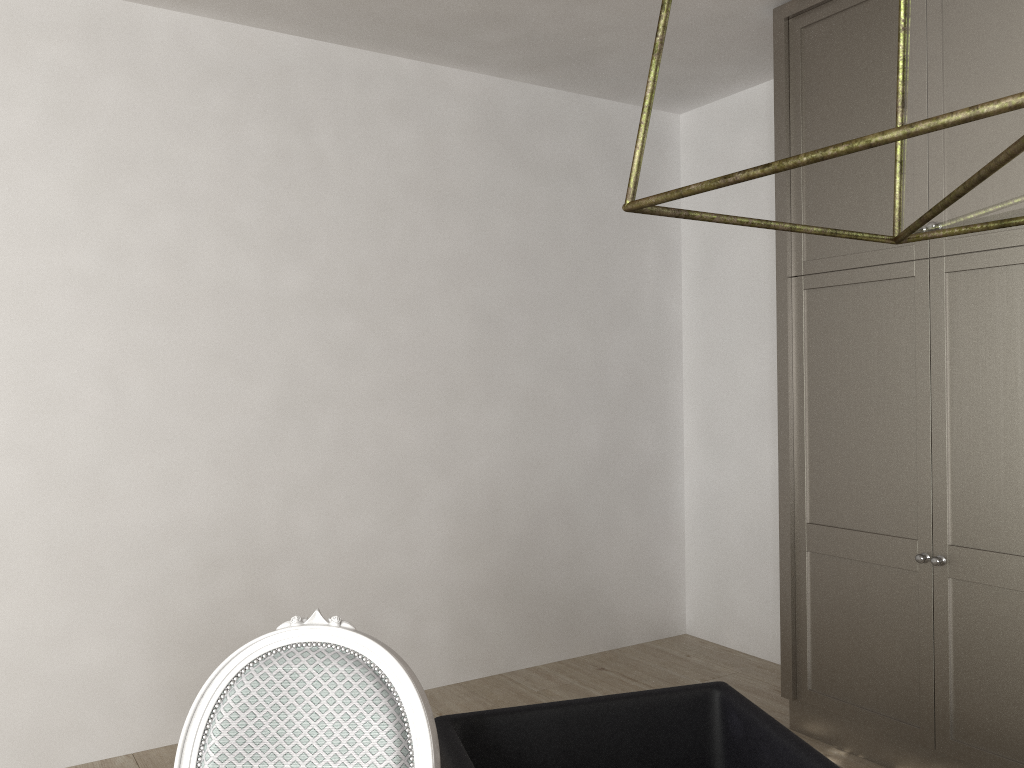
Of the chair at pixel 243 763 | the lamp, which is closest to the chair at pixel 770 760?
the chair at pixel 243 763

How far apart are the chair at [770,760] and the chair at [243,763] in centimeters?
18cm

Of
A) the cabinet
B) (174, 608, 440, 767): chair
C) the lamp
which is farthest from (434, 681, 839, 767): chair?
the cabinet

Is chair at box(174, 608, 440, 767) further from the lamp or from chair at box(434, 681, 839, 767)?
the lamp

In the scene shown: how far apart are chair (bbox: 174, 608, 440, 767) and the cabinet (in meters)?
1.78

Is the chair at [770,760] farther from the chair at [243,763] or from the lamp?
the lamp

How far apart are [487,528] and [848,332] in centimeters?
155cm

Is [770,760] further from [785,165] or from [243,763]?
[785,165]

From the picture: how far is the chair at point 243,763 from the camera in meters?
1.2

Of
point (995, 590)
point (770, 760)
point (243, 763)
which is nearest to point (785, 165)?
point (243, 763)
